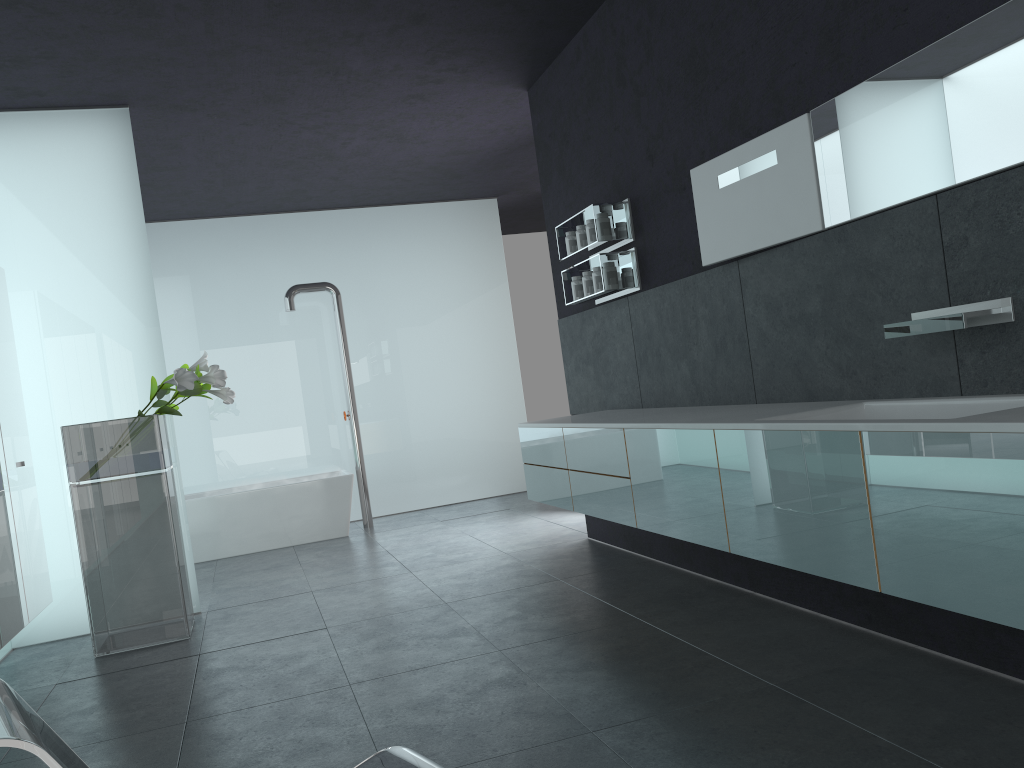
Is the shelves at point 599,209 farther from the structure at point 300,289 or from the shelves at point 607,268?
the structure at point 300,289

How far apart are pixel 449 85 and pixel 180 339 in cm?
493

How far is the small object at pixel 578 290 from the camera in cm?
646

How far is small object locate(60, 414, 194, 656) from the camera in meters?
5.6 m

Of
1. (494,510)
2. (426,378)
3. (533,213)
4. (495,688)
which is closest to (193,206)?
(426,378)

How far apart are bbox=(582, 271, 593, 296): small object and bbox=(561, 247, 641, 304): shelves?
0.05m

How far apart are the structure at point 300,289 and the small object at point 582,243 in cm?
445

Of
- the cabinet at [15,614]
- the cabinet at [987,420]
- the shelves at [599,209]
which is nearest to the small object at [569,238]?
the shelves at [599,209]

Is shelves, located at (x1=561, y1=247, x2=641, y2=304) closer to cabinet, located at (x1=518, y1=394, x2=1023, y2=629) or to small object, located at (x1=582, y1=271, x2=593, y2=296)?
small object, located at (x1=582, y1=271, x2=593, y2=296)

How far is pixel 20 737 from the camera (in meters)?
1.56
